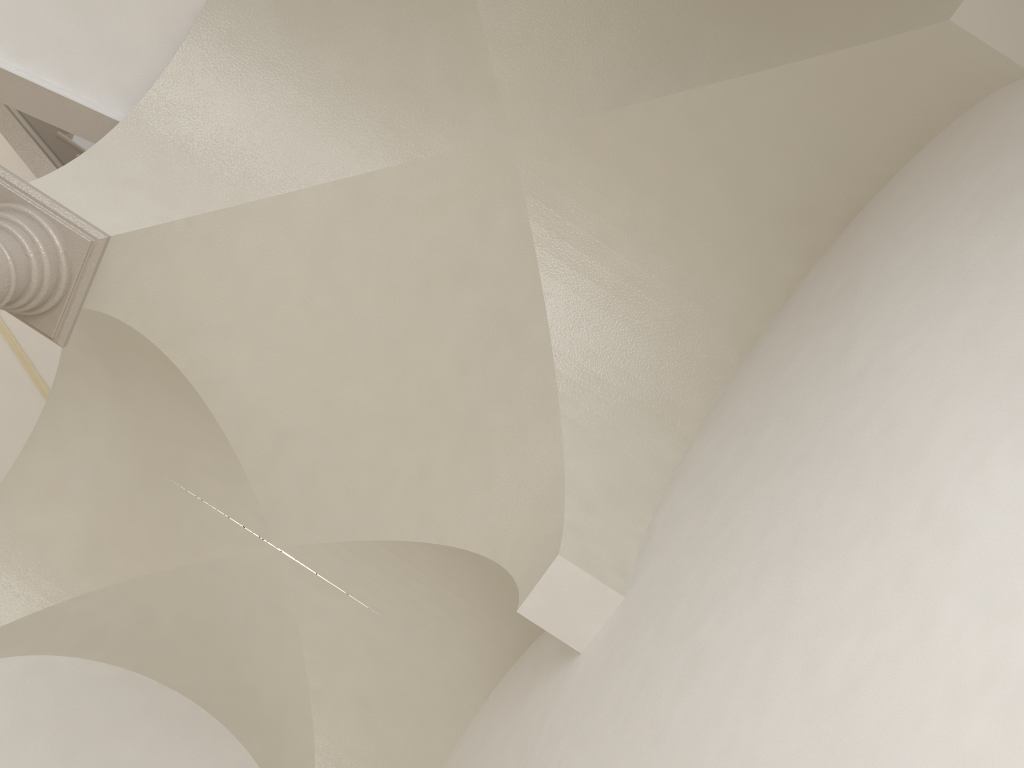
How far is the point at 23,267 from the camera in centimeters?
425cm

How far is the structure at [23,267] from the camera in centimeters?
425cm

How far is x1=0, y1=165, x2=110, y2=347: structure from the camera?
4.25m
